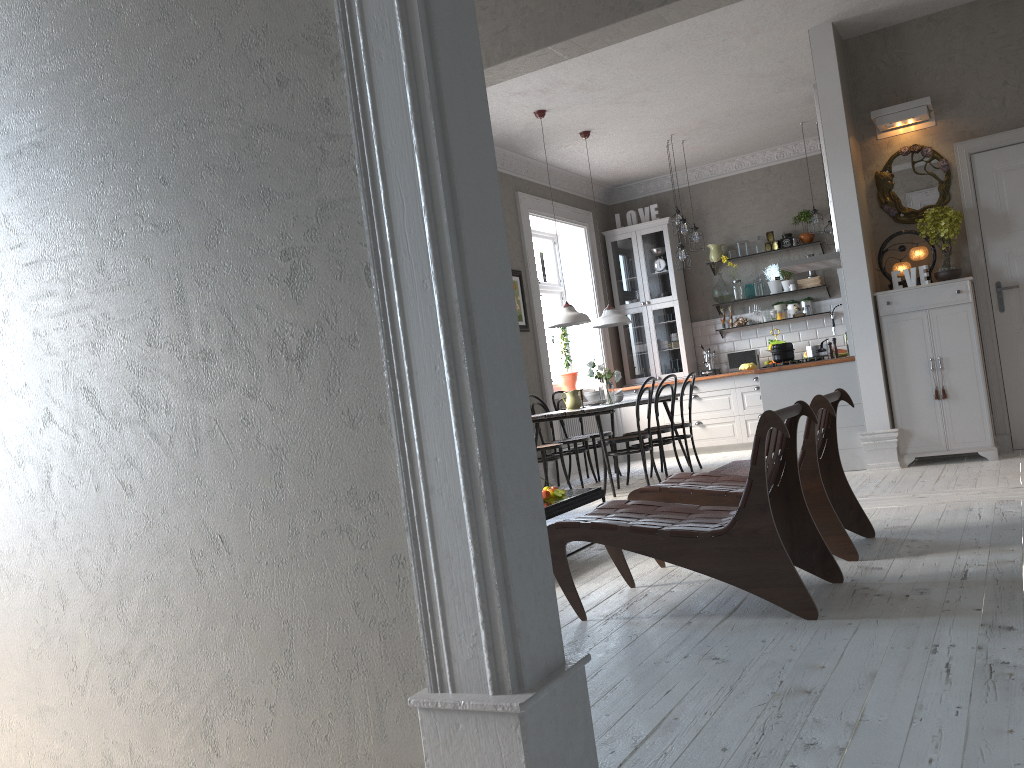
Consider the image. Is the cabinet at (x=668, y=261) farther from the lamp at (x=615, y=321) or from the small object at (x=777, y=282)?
the lamp at (x=615, y=321)

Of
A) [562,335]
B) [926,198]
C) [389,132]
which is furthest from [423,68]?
[562,335]

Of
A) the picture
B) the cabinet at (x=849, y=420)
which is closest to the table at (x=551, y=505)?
the cabinet at (x=849, y=420)

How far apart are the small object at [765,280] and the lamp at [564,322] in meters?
3.4

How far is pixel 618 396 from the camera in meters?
8.1 m

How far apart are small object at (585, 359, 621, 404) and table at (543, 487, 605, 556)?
2.5 meters

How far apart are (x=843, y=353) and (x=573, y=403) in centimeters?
338cm

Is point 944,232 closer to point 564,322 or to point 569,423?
point 564,322

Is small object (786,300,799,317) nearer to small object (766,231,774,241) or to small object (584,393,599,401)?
small object (766,231,774,241)

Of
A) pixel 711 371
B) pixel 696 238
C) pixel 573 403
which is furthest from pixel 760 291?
pixel 573 403
